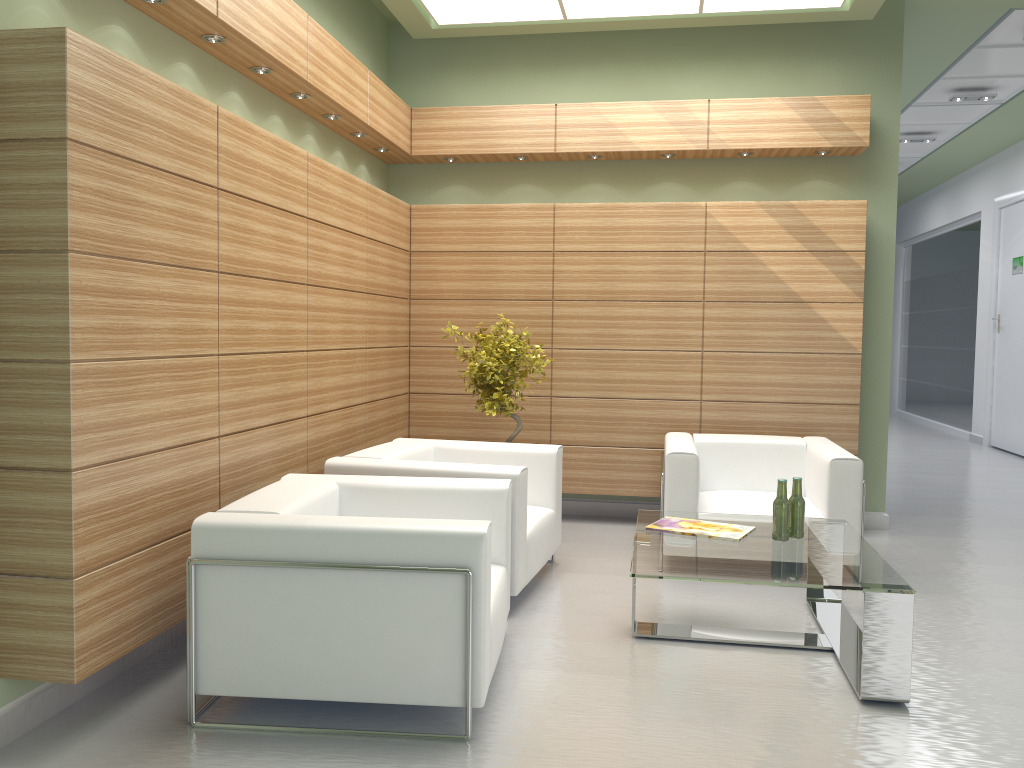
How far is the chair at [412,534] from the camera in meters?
5.1

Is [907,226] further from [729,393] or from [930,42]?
[729,393]

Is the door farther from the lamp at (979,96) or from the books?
A: the books

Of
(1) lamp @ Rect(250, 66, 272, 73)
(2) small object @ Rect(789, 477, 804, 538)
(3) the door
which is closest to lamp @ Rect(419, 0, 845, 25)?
(1) lamp @ Rect(250, 66, 272, 73)

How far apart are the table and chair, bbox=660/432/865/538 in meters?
0.7 m

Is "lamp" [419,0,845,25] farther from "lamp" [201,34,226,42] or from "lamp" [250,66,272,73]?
"lamp" [201,34,226,42]

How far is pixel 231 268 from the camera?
6.5 meters

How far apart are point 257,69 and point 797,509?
5.66m

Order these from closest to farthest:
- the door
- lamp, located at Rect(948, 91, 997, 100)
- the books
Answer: the books < lamp, located at Rect(948, 91, 997, 100) < the door

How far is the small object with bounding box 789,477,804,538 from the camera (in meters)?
6.89
